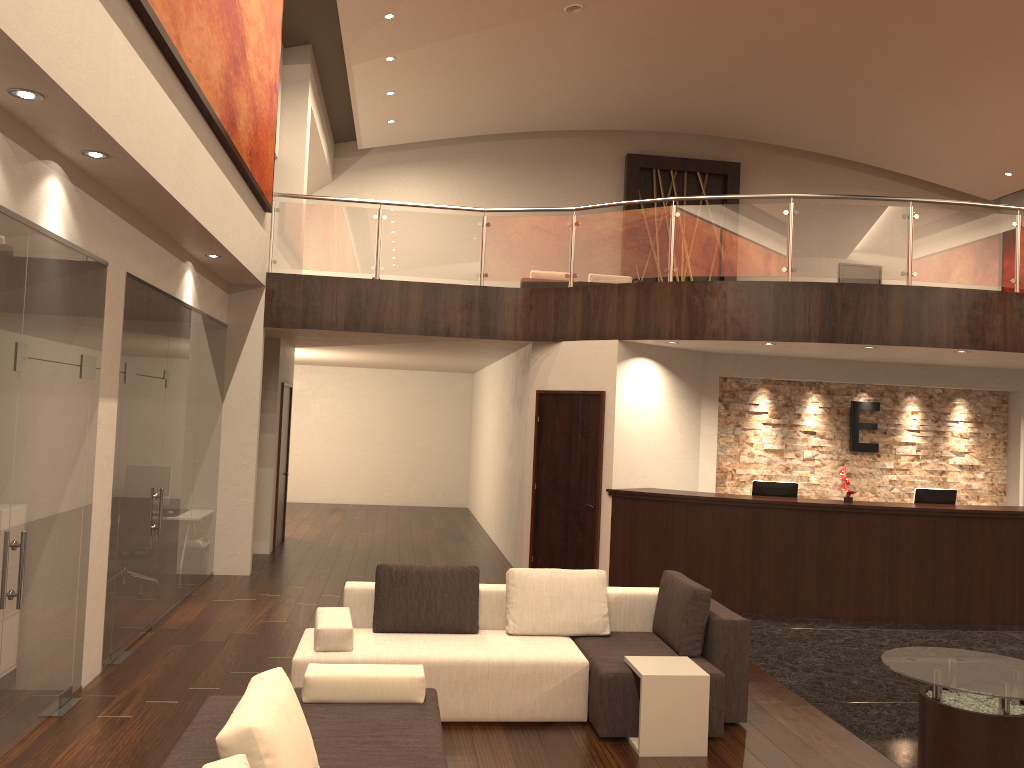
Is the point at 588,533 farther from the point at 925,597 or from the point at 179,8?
the point at 179,8

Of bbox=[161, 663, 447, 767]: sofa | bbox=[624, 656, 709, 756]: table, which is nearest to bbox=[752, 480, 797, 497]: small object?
bbox=[624, 656, 709, 756]: table

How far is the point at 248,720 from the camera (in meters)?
2.93

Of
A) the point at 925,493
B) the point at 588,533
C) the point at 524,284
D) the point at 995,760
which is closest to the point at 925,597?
the point at 925,493

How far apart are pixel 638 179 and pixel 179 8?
14.3m

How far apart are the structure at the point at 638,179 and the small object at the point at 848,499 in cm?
1082

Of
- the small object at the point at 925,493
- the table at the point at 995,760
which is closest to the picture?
the table at the point at 995,760

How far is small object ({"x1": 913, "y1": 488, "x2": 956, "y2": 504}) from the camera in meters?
9.6

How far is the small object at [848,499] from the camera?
9.2 meters

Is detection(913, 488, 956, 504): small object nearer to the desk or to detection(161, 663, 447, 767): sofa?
the desk
